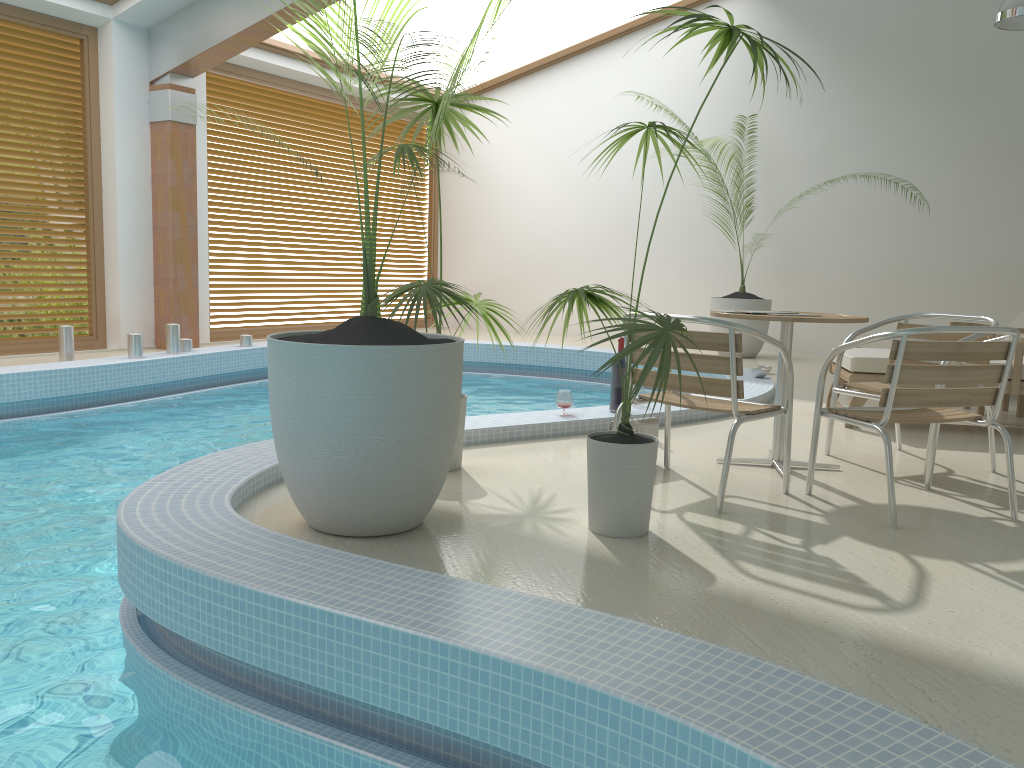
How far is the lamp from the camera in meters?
6.8

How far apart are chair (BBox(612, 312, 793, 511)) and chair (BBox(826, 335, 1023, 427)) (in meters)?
1.76

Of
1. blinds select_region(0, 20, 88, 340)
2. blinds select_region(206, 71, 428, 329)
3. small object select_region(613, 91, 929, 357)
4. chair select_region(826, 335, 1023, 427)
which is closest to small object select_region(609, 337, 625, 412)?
chair select_region(826, 335, 1023, 427)

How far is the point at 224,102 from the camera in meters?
9.9

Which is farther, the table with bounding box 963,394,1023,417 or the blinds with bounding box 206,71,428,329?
the blinds with bounding box 206,71,428,329

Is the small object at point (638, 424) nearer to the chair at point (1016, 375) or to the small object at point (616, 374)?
the small object at point (616, 374)

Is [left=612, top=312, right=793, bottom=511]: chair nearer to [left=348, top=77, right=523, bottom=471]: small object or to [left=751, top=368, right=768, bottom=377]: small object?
[left=348, top=77, right=523, bottom=471]: small object

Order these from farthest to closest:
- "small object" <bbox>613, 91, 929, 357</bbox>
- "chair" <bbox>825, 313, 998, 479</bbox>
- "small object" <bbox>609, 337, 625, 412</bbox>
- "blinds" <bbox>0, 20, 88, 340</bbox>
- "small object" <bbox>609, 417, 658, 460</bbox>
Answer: "small object" <bbox>613, 91, 929, 357</bbox>
"blinds" <bbox>0, 20, 88, 340</bbox>
"small object" <bbox>609, 337, 625, 412</bbox>
"chair" <bbox>825, 313, 998, 479</bbox>
"small object" <bbox>609, 417, 658, 460</bbox>

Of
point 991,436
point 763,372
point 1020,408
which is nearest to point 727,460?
point 991,436

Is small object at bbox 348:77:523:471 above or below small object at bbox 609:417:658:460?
above
